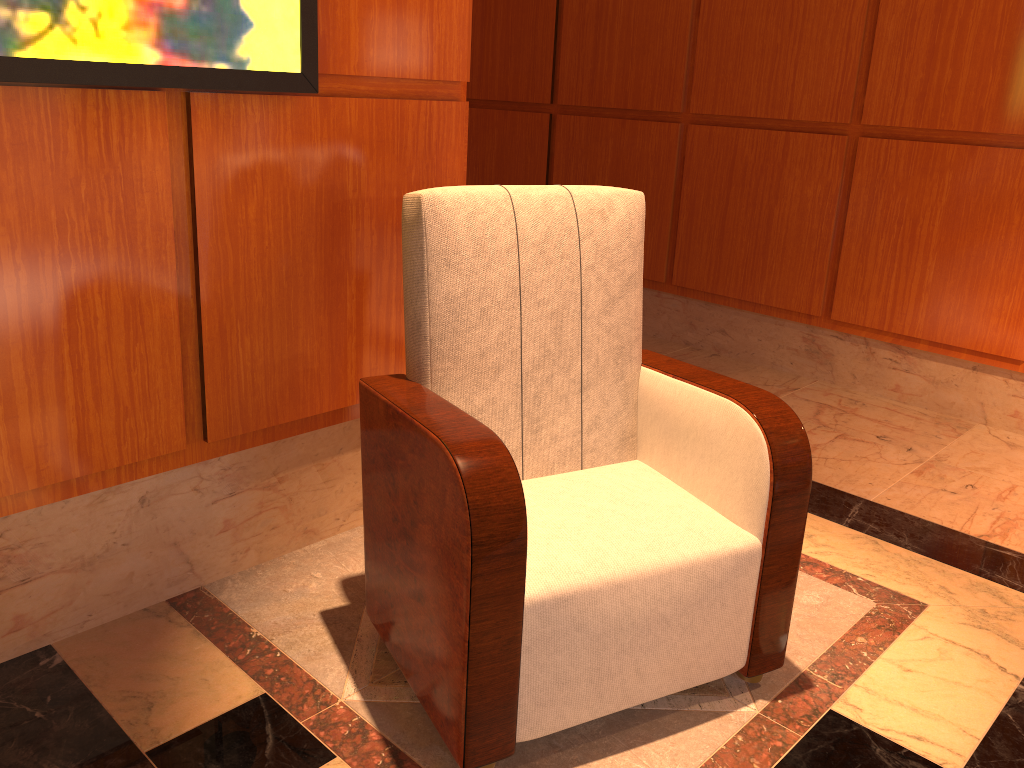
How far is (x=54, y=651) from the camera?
1.8 meters

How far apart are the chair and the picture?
0.3m

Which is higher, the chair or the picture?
the picture

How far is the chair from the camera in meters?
1.5

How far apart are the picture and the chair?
0.3m

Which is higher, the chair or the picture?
the picture

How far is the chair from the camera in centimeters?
149cm

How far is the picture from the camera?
1.5m
